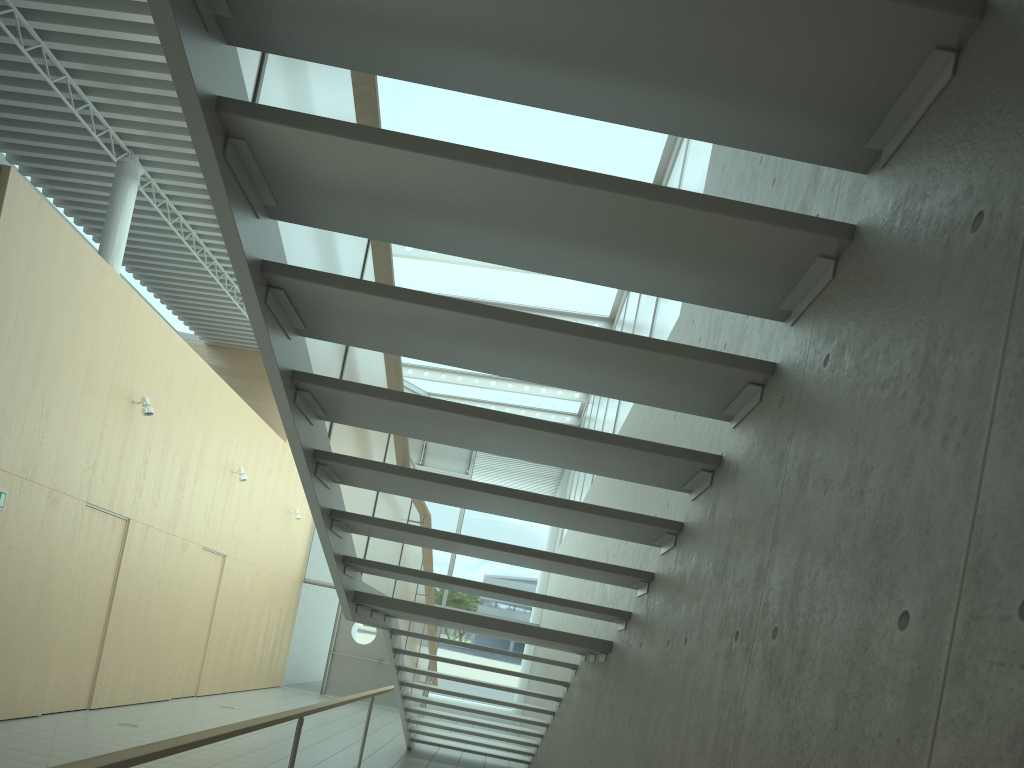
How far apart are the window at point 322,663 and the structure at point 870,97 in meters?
5.8 m

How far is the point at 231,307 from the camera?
12.55m

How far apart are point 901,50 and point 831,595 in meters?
1.1

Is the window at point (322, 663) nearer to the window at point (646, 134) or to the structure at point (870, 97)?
the window at point (646, 134)

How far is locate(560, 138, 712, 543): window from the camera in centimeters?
607cm

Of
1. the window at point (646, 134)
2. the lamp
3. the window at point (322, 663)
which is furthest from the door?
the lamp

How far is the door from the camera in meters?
15.8 m

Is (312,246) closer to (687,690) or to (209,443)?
(687,690)

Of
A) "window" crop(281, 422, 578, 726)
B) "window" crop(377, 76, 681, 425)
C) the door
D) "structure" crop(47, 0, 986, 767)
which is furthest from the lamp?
the door

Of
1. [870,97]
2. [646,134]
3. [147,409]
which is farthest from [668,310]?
[147,409]
